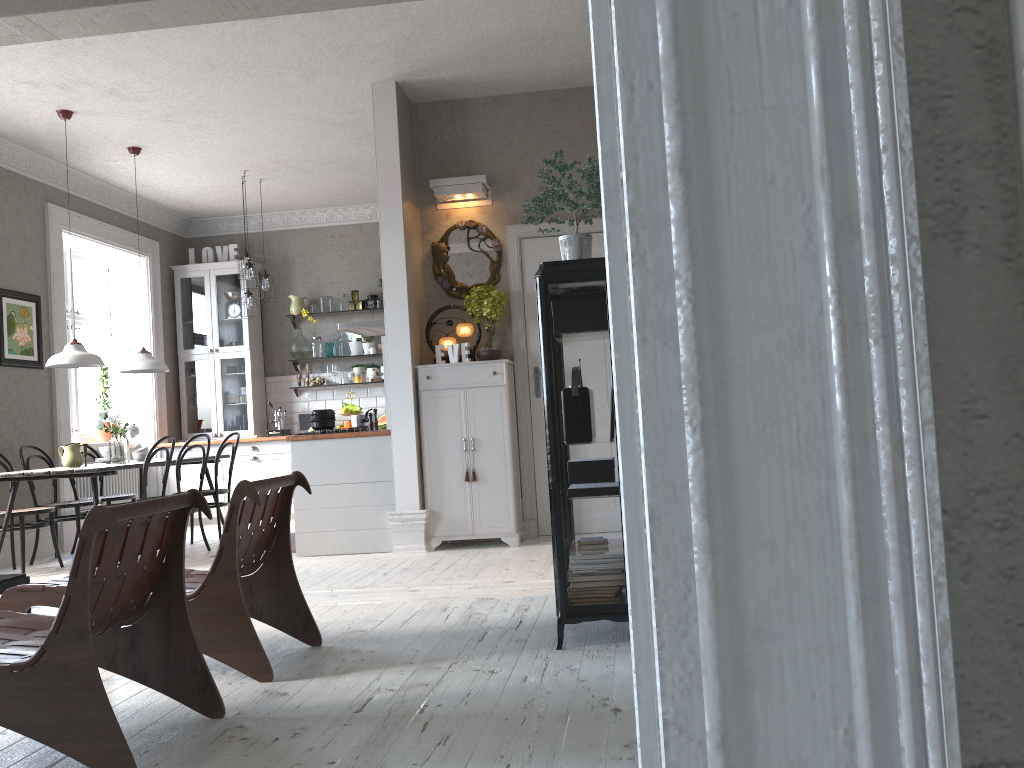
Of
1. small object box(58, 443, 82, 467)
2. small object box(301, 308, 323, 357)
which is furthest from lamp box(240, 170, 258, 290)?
small object box(58, 443, 82, 467)

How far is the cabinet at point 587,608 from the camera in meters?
3.3 m

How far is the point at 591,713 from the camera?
2.6m

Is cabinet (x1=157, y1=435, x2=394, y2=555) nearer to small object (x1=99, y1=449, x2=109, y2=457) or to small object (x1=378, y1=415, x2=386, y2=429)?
small object (x1=378, y1=415, x2=386, y2=429)

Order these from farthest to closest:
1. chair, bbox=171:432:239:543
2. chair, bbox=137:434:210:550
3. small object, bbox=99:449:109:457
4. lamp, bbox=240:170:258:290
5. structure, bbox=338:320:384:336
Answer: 1. lamp, bbox=240:170:258:290
2. structure, bbox=338:320:384:336
3. chair, bbox=171:432:239:543
4. small object, bbox=99:449:109:457
5. chair, bbox=137:434:210:550

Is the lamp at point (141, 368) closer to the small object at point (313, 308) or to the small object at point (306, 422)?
the small object at point (306, 422)

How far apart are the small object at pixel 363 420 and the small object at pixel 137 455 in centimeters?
184cm

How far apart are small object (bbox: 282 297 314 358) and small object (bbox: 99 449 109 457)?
2.8 meters

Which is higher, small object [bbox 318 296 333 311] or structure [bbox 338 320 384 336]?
small object [bbox 318 296 333 311]

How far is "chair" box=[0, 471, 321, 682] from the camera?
3.2m
